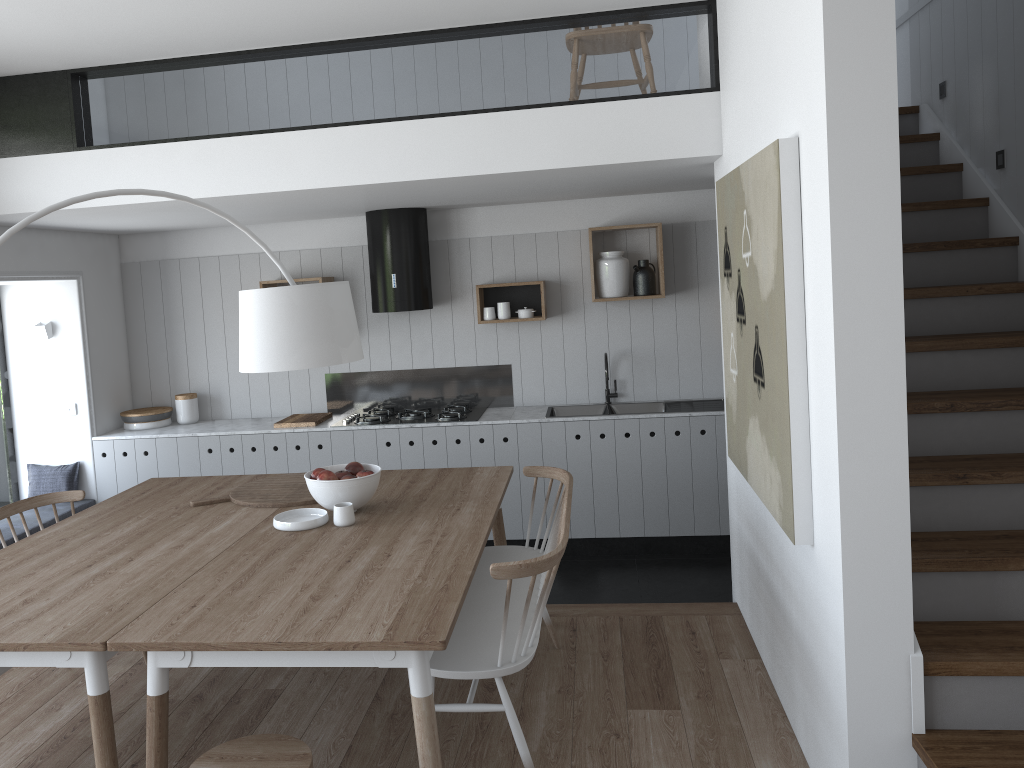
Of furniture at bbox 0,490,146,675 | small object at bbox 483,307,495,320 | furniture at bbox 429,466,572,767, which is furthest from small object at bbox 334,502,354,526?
small object at bbox 483,307,495,320

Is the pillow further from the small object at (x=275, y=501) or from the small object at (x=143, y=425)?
the small object at (x=275, y=501)

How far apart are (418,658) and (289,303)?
1.28m

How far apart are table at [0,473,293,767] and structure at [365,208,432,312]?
1.78m

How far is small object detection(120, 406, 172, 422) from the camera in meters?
6.1

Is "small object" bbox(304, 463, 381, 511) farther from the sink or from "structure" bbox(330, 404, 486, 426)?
the sink

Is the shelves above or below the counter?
above

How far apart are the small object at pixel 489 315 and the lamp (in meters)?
2.77

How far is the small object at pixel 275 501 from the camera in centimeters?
376cm

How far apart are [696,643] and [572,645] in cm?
56
